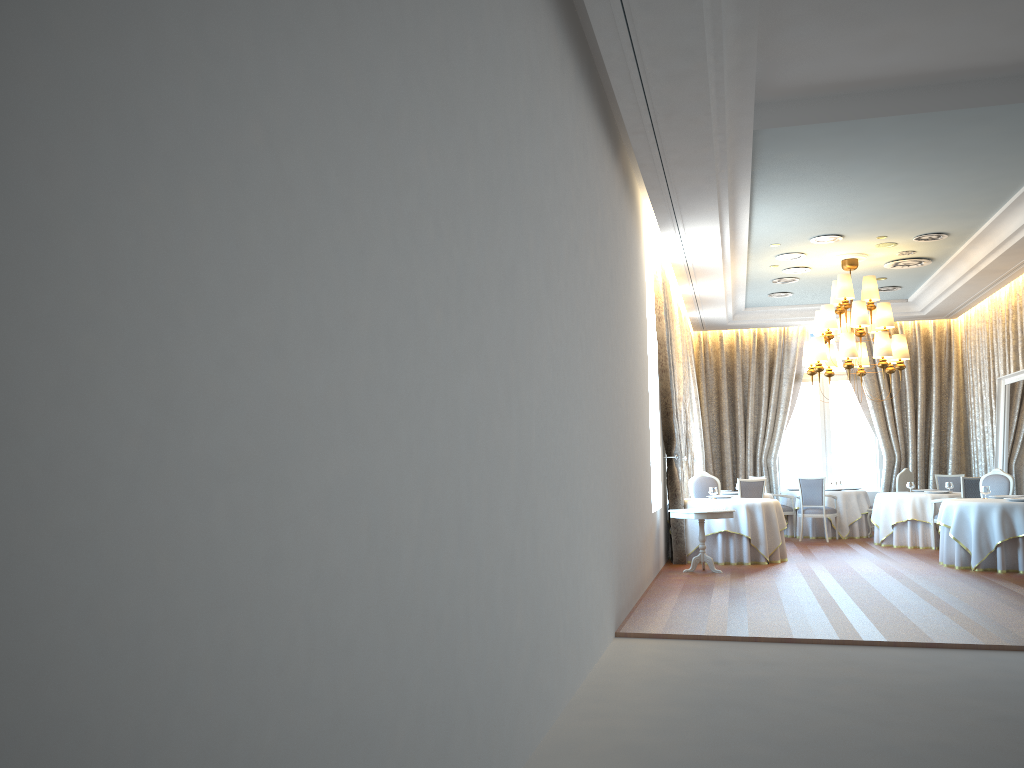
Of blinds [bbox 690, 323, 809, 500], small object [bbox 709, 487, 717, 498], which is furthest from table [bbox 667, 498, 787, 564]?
blinds [bbox 690, 323, 809, 500]

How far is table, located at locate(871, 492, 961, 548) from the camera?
13.7m

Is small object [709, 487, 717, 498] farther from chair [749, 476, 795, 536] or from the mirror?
the mirror

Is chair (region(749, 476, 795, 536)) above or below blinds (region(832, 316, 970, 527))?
below

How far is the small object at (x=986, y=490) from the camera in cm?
1157

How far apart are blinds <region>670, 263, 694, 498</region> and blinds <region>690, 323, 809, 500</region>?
3.2m

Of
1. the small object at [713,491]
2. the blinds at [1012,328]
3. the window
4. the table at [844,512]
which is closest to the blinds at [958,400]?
the blinds at [1012,328]

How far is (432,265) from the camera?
3.1m

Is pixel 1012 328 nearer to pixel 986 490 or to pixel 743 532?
pixel 986 490

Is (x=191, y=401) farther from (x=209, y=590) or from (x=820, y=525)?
(x=820, y=525)
